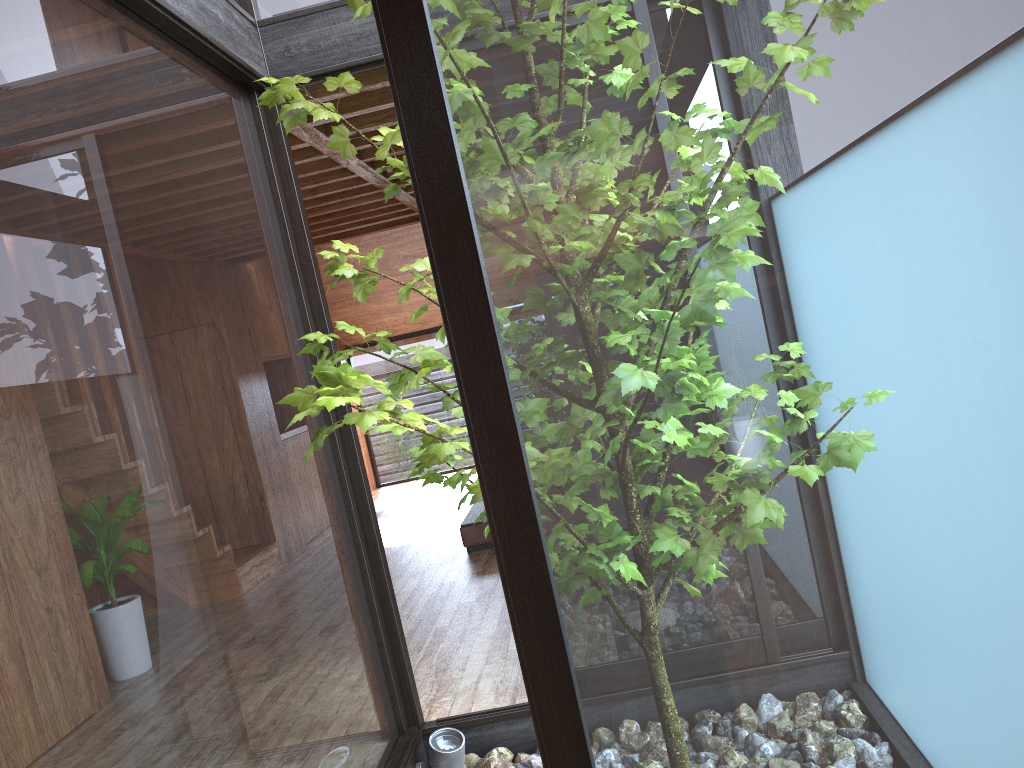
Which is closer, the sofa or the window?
the window

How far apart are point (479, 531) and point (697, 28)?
4.90m

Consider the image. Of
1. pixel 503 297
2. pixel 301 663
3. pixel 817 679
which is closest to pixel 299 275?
pixel 301 663

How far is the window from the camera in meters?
0.9

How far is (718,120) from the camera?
0.9m

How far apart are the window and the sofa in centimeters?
249cm

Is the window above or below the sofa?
above

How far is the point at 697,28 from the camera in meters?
0.9

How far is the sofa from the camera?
5.6m
